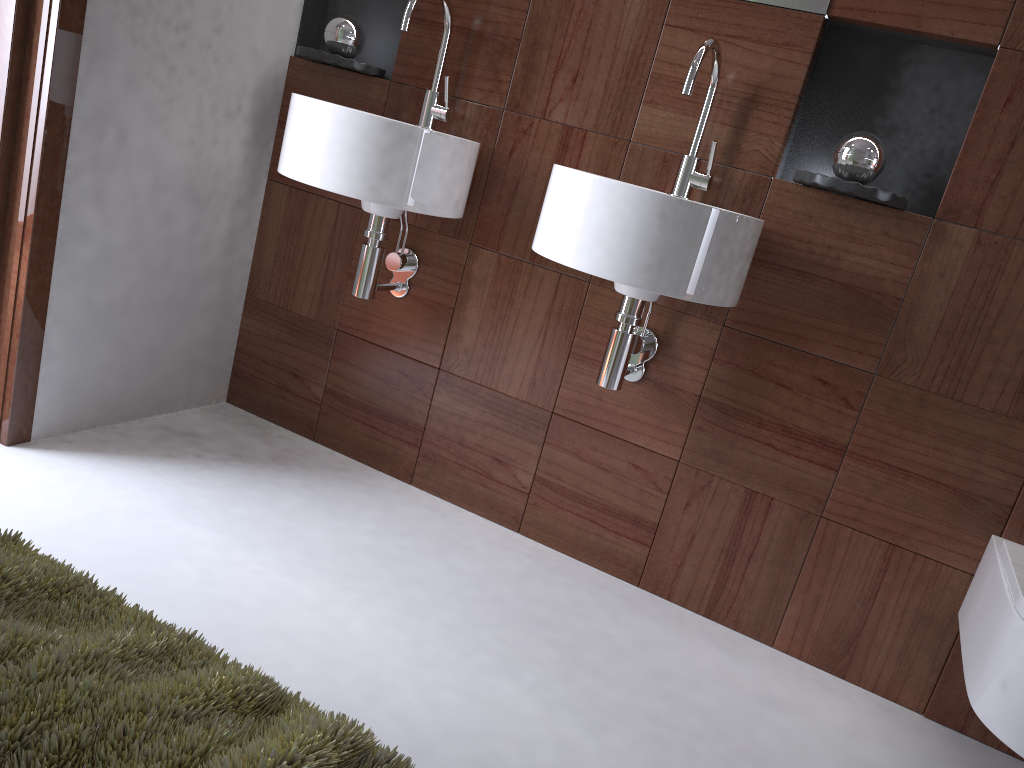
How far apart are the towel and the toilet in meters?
1.1

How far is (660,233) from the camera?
1.5 meters

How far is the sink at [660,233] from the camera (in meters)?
1.52

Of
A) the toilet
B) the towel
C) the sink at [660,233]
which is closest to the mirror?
the sink at [660,233]

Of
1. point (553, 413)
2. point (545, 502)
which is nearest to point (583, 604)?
point (545, 502)

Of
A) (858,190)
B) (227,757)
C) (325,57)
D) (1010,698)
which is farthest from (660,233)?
(227,757)

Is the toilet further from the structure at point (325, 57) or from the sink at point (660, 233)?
the structure at point (325, 57)

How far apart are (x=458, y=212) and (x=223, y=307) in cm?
81

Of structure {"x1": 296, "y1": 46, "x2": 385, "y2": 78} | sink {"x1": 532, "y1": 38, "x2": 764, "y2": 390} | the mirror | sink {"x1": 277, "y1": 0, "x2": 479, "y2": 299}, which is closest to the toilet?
sink {"x1": 532, "y1": 38, "x2": 764, "y2": 390}

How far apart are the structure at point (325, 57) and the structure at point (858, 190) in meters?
1.0 m
